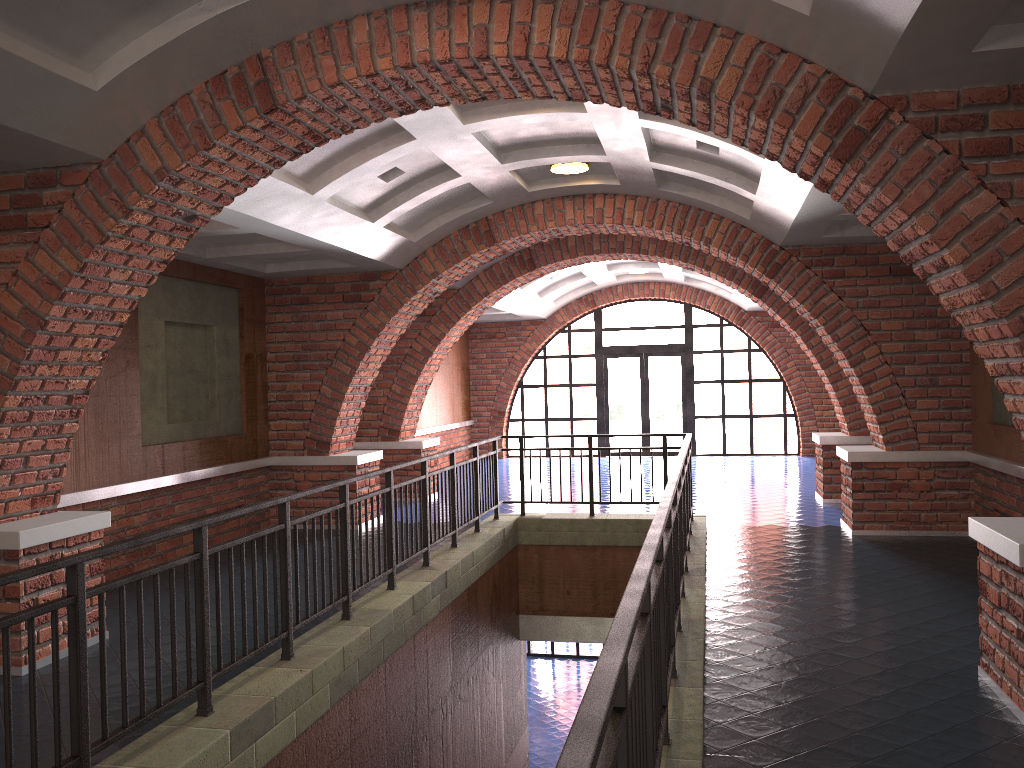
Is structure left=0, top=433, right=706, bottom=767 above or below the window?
below

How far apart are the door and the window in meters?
0.2

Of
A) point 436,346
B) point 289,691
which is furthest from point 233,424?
point 289,691

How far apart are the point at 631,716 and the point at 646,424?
17.0 meters

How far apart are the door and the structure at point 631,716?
9.3 meters

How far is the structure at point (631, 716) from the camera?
2.35m

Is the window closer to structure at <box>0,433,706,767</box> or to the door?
the door

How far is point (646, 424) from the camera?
19.1 meters

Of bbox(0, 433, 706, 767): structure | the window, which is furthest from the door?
bbox(0, 433, 706, 767): structure

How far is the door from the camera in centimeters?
1912cm
